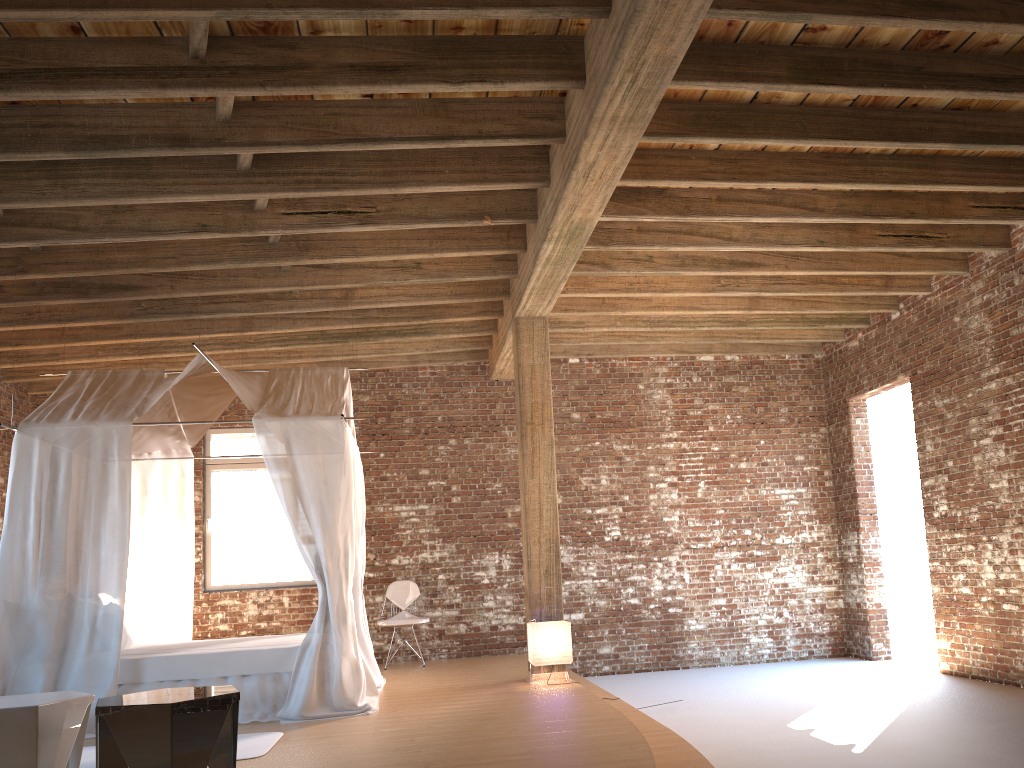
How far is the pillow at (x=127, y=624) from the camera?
7.4m

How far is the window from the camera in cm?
965

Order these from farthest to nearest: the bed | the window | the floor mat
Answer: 1. the window
2. the bed
3. the floor mat

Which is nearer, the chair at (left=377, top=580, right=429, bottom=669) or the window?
the chair at (left=377, top=580, right=429, bottom=669)

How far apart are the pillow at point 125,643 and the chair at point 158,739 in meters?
3.3 m

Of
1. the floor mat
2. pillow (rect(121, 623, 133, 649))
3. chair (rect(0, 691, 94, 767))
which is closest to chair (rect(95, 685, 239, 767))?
chair (rect(0, 691, 94, 767))

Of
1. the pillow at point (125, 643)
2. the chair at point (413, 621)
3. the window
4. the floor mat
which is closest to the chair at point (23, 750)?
the floor mat

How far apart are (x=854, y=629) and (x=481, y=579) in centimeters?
427cm

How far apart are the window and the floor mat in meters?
4.4 m

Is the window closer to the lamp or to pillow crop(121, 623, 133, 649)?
pillow crop(121, 623, 133, 649)
